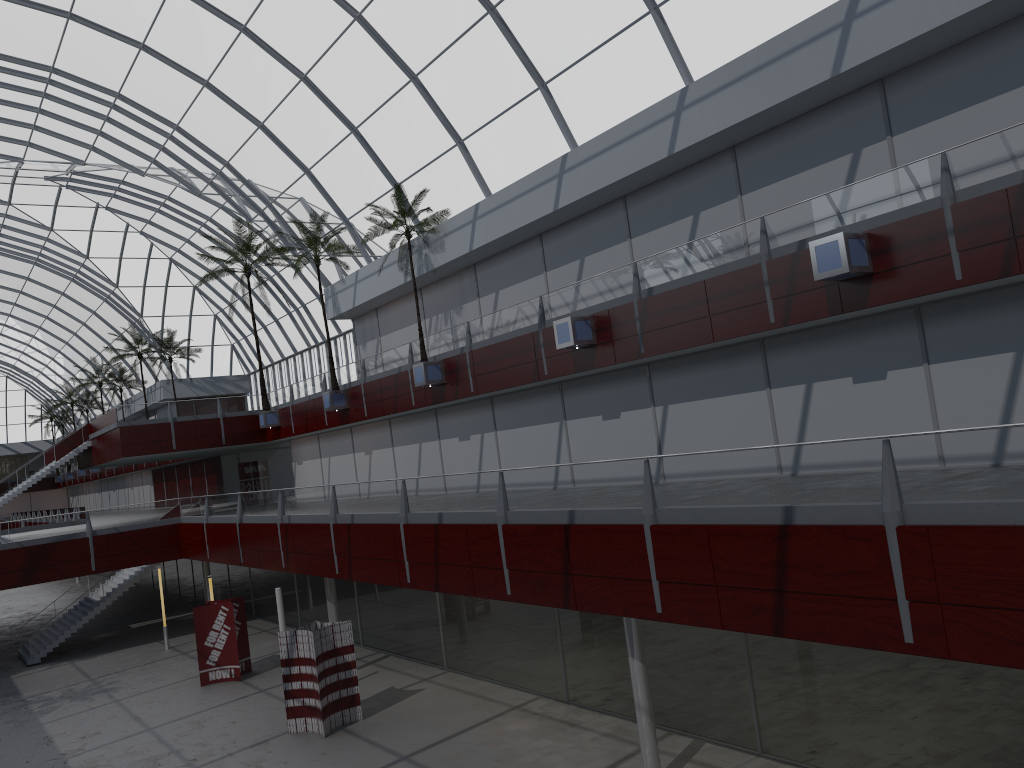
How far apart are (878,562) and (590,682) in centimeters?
1478cm
